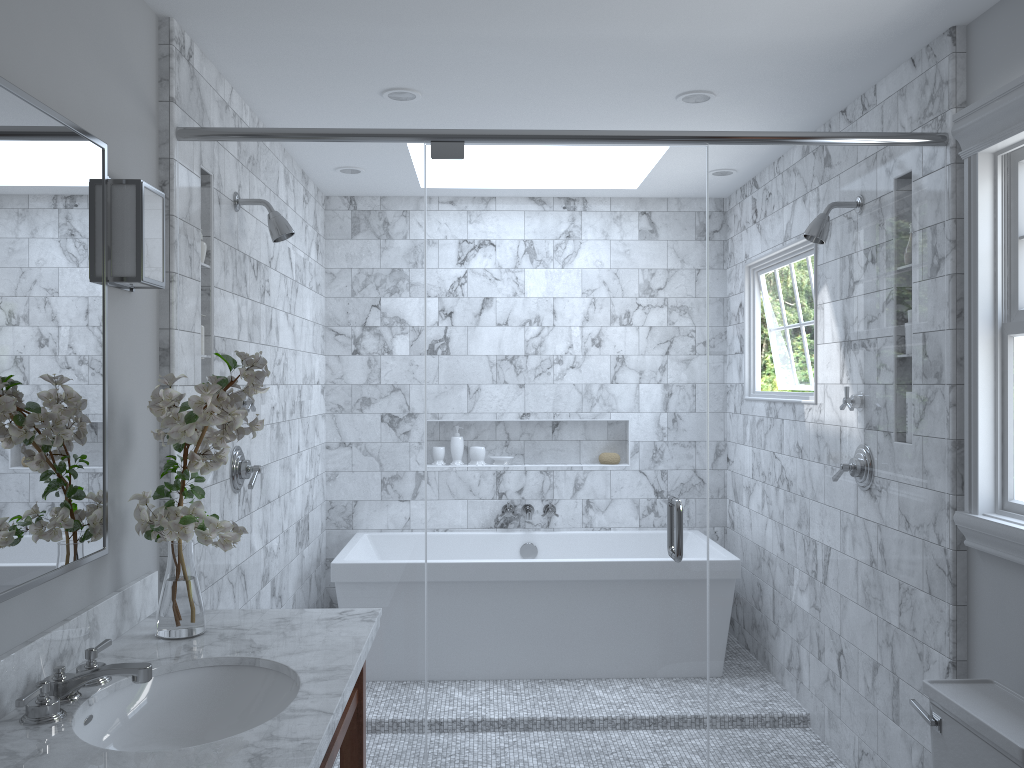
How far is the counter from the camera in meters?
1.5

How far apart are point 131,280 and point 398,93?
1.38m

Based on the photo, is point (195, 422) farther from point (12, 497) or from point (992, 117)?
point (992, 117)

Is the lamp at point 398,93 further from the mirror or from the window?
the mirror

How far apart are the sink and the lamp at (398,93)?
2.04m

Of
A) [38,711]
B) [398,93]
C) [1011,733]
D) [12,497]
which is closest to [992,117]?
[1011,733]

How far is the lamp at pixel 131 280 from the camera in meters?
2.2

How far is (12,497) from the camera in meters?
1.7 m

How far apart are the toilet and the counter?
1.43m

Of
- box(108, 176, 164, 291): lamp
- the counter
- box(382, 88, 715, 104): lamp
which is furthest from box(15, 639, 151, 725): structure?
box(382, 88, 715, 104): lamp
